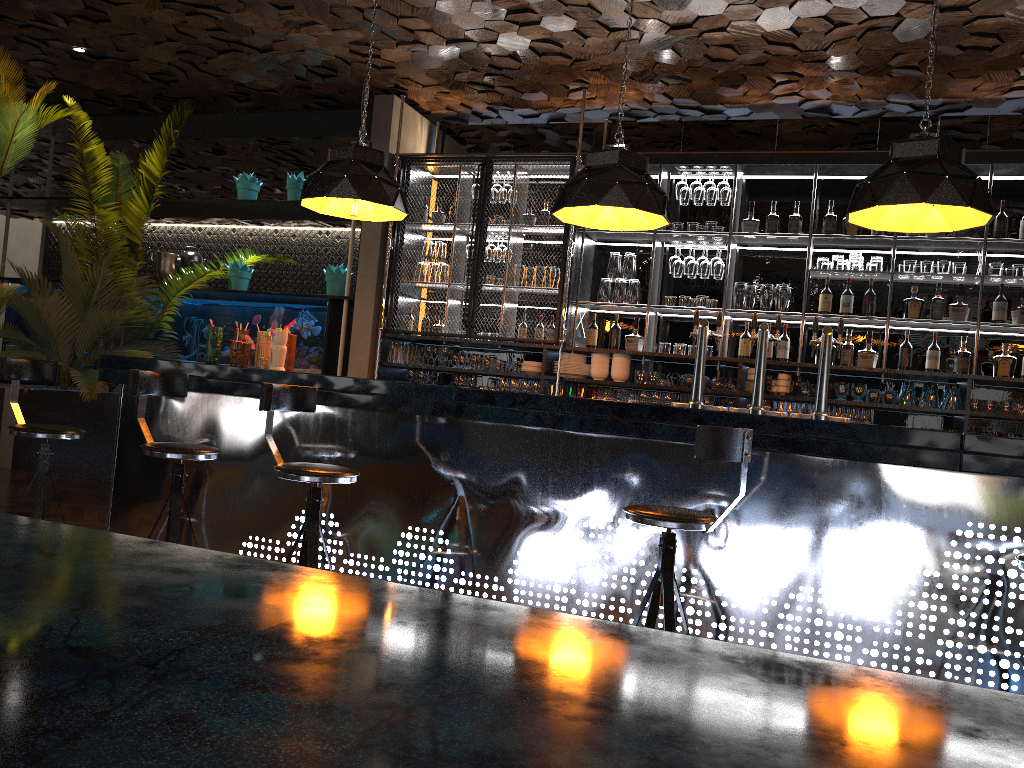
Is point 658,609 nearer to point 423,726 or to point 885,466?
point 885,466

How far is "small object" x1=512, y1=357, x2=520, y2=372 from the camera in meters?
7.1

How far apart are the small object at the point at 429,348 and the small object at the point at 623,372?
1.4 meters

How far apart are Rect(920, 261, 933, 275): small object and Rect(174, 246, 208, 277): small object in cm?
622

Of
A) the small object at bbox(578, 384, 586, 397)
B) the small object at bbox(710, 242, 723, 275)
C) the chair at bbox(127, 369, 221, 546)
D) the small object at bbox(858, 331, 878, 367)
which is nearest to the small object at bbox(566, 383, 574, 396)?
the small object at bbox(578, 384, 586, 397)

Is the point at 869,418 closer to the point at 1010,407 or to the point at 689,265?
the point at 1010,407

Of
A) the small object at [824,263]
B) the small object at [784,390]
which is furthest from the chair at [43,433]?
the small object at [824,263]

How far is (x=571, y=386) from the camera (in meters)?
6.88

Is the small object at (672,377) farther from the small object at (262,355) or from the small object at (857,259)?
the small object at (262,355)

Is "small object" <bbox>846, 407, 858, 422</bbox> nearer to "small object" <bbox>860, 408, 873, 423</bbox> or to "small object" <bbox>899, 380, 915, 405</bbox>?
→ "small object" <bbox>860, 408, 873, 423</bbox>
